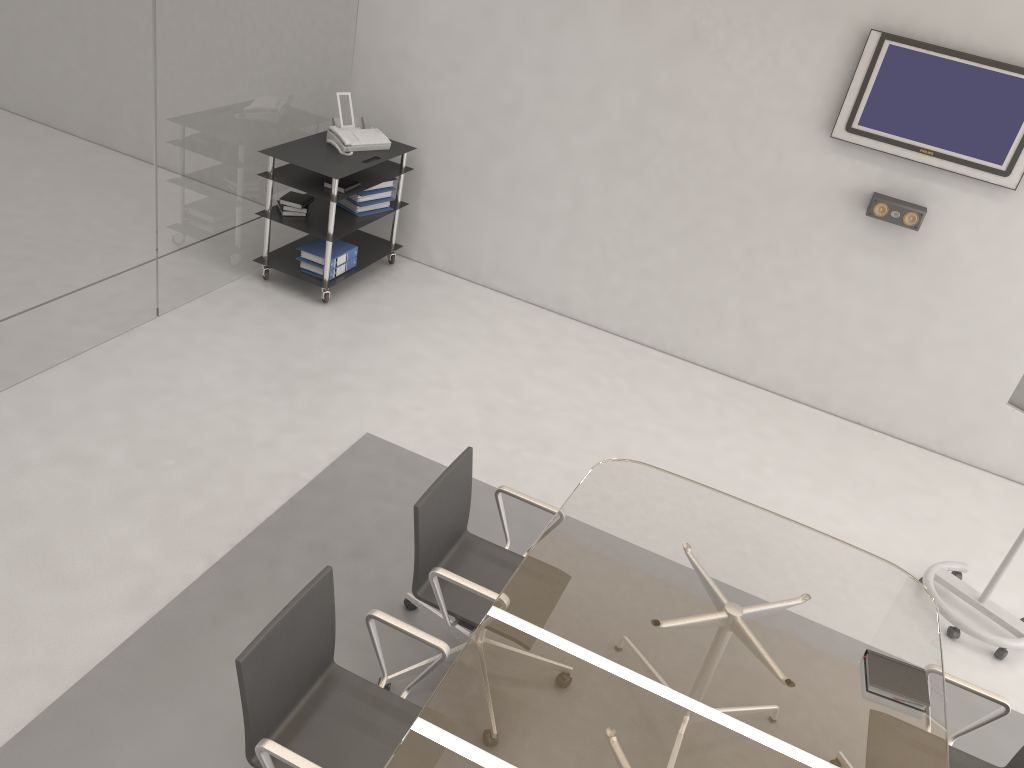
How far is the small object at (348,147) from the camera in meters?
5.6

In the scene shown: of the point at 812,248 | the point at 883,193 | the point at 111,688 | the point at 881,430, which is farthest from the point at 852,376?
the point at 111,688

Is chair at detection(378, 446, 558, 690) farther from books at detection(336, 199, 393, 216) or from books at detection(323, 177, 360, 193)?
books at detection(336, 199, 393, 216)

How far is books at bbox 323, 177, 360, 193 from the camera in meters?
5.5 m

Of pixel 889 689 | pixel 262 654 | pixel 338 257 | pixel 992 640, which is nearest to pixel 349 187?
pixel 338 257

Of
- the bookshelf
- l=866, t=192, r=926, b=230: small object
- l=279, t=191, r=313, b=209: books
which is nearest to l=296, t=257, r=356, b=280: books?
the bookshelf

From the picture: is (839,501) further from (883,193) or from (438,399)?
(438,399)

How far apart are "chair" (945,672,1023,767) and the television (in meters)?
3.02

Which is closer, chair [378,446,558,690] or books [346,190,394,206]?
chair [378,446,558,690]

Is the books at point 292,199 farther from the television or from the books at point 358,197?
the television
